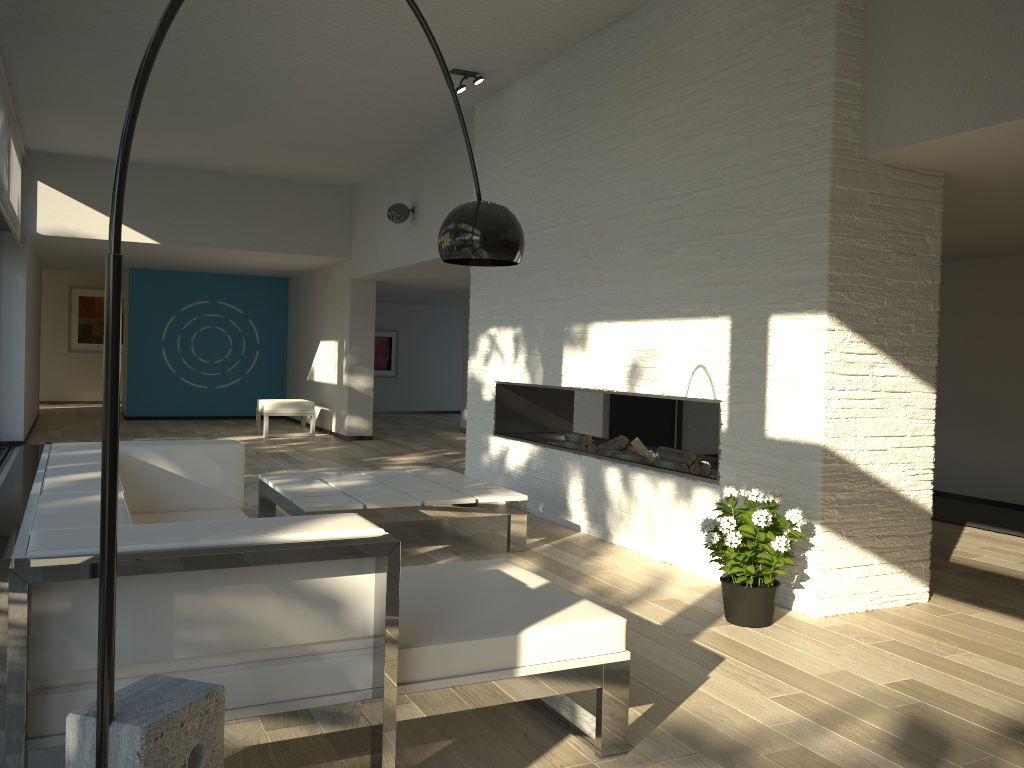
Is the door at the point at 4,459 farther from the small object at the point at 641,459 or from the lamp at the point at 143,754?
the lamp at the point at 143,754

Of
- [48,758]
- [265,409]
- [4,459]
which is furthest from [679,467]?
[265,409]

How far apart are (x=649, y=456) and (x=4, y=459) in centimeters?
625cm

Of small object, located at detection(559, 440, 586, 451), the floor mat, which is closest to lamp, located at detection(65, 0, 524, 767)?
small object, located at detection(559, 440, 586, 451)

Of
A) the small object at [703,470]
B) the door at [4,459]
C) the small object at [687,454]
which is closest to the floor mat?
the small object at [703,470]

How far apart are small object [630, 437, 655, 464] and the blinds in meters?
5.1 m

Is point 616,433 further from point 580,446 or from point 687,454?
point 687,454

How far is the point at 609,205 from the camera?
5.2 meters

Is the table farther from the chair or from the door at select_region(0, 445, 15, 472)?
the chair

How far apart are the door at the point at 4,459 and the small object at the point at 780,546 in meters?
6.8
